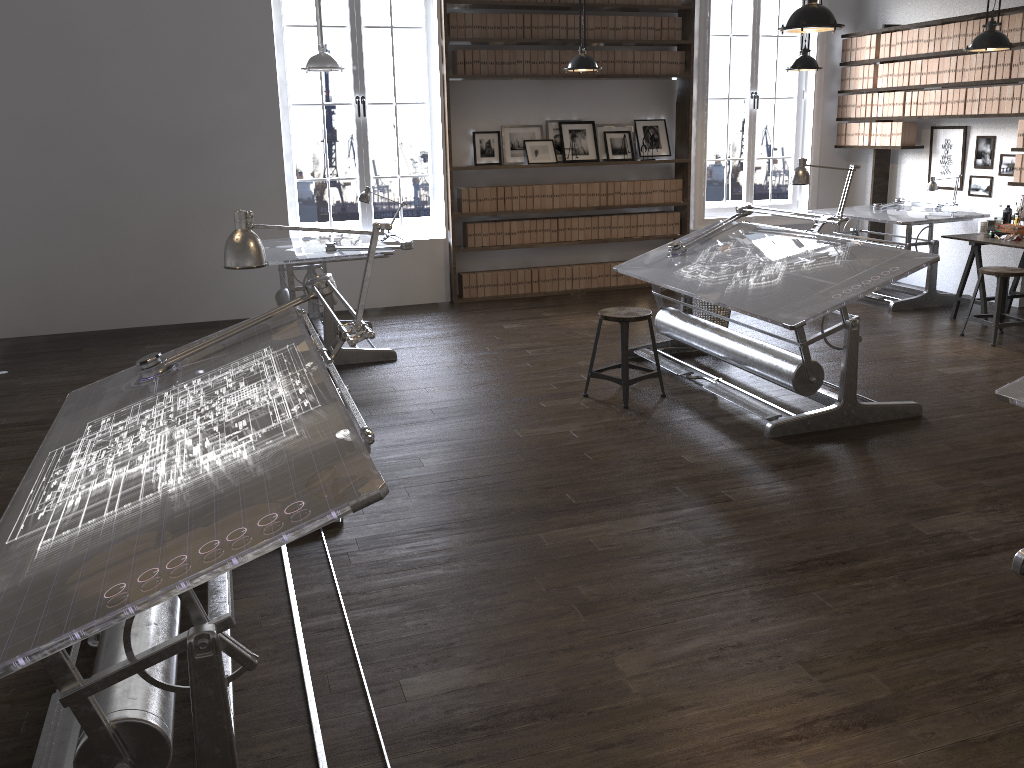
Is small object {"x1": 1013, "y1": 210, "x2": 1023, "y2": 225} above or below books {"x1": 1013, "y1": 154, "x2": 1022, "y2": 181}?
below

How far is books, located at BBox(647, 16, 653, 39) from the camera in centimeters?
827cm

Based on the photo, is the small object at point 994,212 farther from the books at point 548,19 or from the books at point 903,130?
the books at point 548,19

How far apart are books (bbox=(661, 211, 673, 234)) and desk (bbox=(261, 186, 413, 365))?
3.44m

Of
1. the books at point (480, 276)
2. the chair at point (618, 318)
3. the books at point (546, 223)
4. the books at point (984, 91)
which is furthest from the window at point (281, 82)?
the books at point (984, 91)

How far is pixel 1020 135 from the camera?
7.0 meters

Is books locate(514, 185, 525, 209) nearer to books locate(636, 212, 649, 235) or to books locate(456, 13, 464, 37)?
books locate(636, 212, 649, 235)

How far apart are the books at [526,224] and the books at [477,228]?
0.47m

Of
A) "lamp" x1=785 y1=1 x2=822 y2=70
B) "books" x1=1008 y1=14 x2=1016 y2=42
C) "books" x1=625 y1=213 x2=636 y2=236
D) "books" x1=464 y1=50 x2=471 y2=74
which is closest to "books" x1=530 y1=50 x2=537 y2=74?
"books" x1=464 y1=50 x2=471 y2=74

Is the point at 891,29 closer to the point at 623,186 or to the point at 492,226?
the point at 623,186
